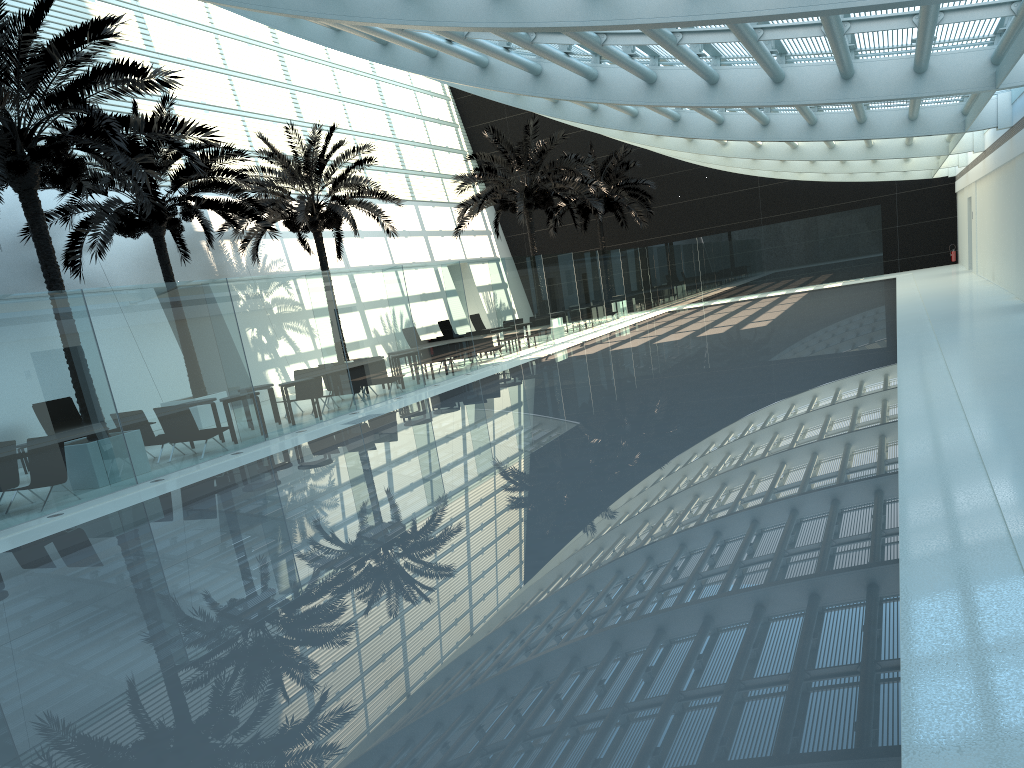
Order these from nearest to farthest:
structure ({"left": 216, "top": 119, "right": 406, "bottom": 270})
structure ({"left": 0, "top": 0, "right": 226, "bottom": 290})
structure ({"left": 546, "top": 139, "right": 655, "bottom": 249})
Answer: structure ({"left": 0, "top": 0, "right": 226, "bottom": 290}) < structure ({"left": 216, "top": 119, "right": 406, "bottom": 270}) < structure ({"left": 546, "top": 139, "right": 655, "bottom": 249})

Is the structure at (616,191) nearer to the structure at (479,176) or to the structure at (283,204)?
the structure at (479,176)

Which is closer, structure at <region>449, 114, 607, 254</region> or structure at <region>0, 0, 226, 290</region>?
structure at <region>0, 0, 226, 290</region>

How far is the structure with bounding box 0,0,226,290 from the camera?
11.3 meters

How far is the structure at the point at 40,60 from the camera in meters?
11.3 m

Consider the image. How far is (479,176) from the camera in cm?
2825

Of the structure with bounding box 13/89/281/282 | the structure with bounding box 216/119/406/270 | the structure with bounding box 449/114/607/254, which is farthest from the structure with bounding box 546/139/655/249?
the structure with bounding box 13/89/281/282

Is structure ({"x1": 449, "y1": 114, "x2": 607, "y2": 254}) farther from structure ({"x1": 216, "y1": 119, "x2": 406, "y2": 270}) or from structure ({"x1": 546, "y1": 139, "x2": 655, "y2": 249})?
structure ({"x1": 546, "y1": 139, "x2": 655, "y2": 249})

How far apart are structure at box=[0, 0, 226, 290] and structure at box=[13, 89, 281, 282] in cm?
185

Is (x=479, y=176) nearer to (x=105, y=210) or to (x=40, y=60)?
(x=105, y=210)
